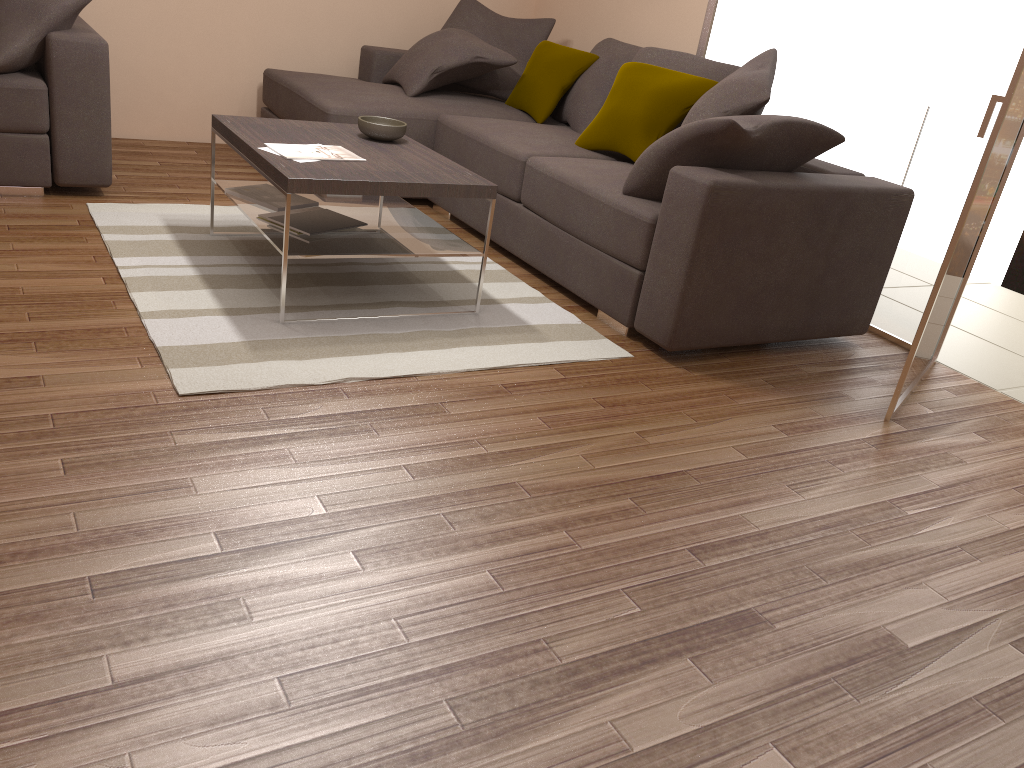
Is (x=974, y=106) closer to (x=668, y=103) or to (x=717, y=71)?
(x=717, y=71)

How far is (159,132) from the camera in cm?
577

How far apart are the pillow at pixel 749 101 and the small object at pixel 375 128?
1.3 meters

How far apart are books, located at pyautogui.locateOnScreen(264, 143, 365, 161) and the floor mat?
0.6 meters

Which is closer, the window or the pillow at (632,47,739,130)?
the window

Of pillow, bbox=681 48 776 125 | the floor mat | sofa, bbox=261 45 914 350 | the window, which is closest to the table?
the floor mat

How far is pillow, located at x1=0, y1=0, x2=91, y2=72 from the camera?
4.0m

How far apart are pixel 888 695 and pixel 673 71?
3.46m

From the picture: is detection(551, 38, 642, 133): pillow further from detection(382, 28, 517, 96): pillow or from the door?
the door

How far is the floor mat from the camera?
3.0 meters
